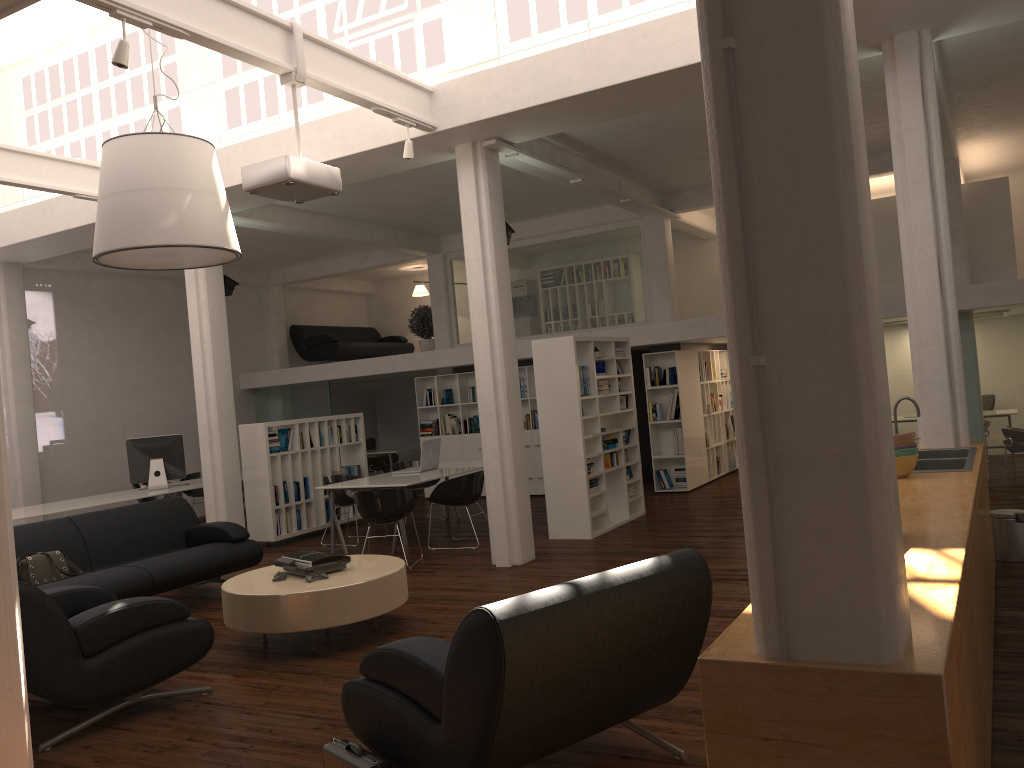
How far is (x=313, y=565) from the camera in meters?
7.8 m

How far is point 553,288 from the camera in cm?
1726

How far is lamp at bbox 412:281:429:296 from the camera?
21.9m

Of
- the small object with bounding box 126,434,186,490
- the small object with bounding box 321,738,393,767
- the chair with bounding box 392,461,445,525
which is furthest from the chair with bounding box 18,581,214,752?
the small object with bounding box 126,434,186,490

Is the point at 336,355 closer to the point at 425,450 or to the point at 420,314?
the point at 420,314

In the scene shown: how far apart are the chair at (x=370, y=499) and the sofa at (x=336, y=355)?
9.97m

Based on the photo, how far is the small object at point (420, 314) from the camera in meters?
19.1

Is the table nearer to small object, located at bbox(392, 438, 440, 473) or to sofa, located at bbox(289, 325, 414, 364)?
small object, located at bbox(392, 438, 440, 473)

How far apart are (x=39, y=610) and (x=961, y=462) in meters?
6.9

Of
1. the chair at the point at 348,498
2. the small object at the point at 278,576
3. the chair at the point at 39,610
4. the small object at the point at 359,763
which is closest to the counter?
the small object at the point at 359,763
